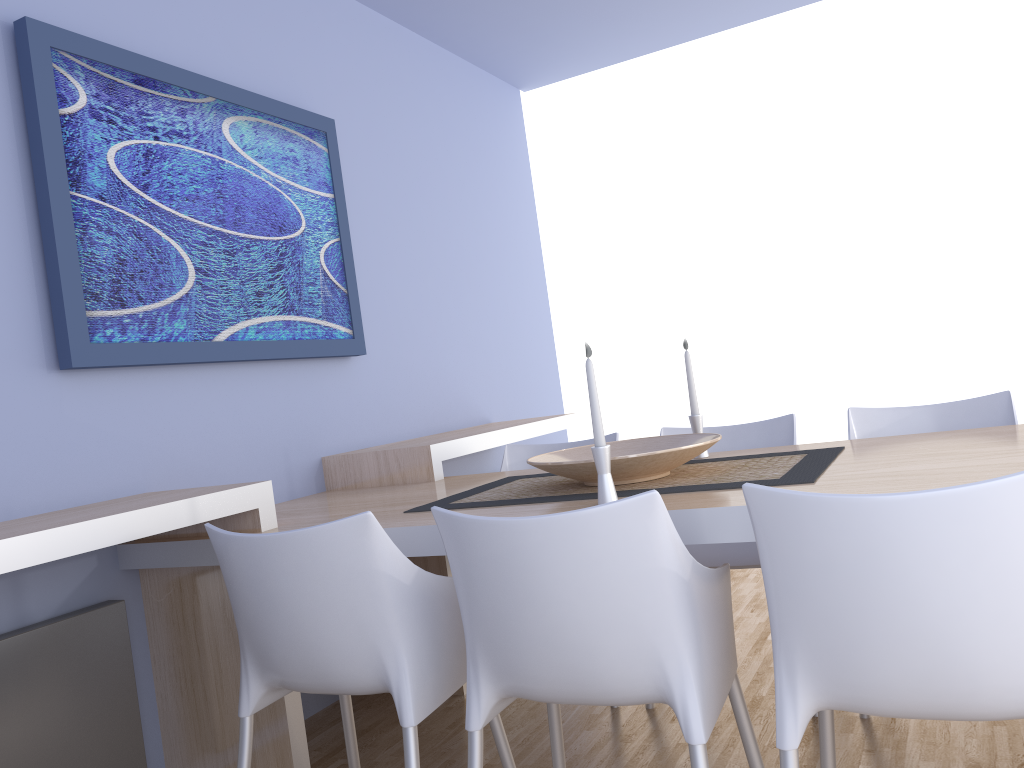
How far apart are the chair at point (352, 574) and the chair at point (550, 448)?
1.2m

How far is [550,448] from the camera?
3.2m

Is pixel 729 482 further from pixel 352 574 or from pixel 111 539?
pixel 111 539

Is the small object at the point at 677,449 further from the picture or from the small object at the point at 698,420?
the picture

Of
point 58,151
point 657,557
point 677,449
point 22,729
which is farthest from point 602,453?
point 58,151

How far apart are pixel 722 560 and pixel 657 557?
1.3m

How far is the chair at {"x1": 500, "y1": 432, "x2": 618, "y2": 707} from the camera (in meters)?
3.21

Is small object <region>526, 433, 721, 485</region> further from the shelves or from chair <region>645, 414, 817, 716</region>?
the shelves

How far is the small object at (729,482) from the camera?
1.9 meters

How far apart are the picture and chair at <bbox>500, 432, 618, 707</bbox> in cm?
67
